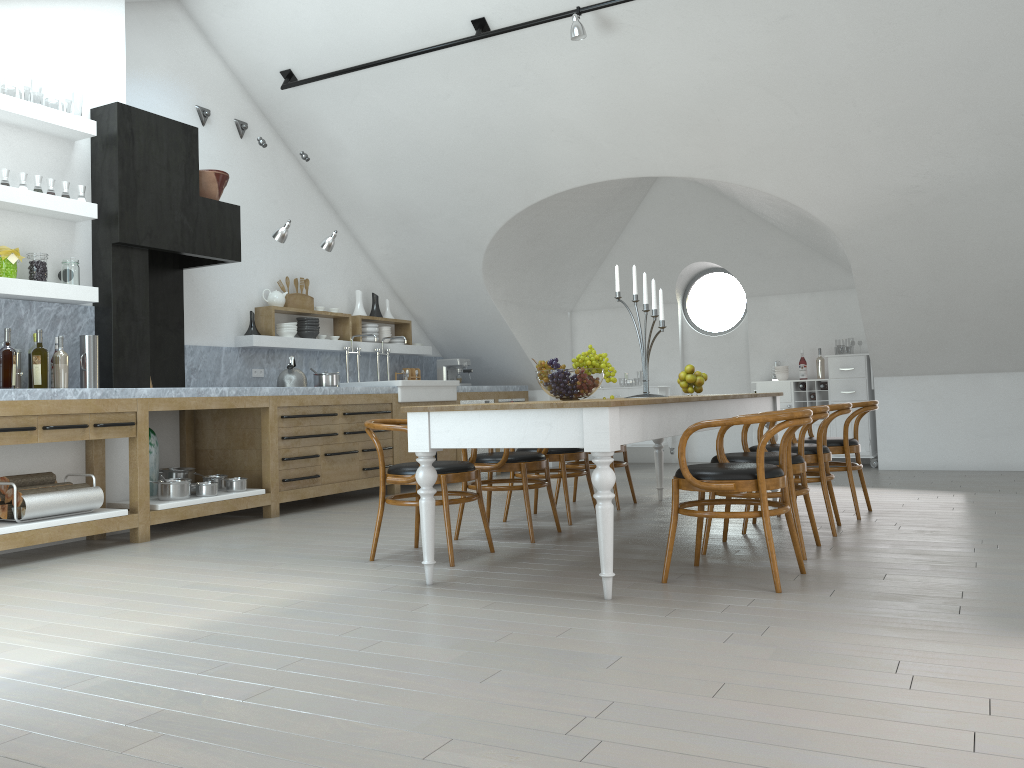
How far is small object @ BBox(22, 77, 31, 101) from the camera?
38.40m

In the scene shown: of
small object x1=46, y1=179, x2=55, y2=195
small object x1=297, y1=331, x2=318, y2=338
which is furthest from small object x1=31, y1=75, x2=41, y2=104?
small object x1=46, y1=179, x2=55, y2=195

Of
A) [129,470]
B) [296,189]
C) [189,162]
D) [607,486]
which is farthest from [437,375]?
[607,486]

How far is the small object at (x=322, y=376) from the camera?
7.5m

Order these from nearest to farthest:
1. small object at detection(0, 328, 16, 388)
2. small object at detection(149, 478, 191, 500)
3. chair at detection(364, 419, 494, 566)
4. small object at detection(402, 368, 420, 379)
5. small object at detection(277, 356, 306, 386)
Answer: chair at detection(364, 419, 494, 566), small object at detection(0, 328, 16, 388), small object at detection(149, 478, 191, 500), small object at detection(277, 356, 306, 386), small object at detection(402, 368, 420, 379)

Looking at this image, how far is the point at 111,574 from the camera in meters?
4.5 m

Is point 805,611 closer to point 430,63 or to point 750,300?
point 430,63

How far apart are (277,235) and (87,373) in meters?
1.9 m

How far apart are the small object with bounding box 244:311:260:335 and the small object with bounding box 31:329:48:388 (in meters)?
2.47

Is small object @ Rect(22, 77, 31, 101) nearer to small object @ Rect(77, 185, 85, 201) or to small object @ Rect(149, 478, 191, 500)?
small object @ Rect(77, 185, 85, 201)
